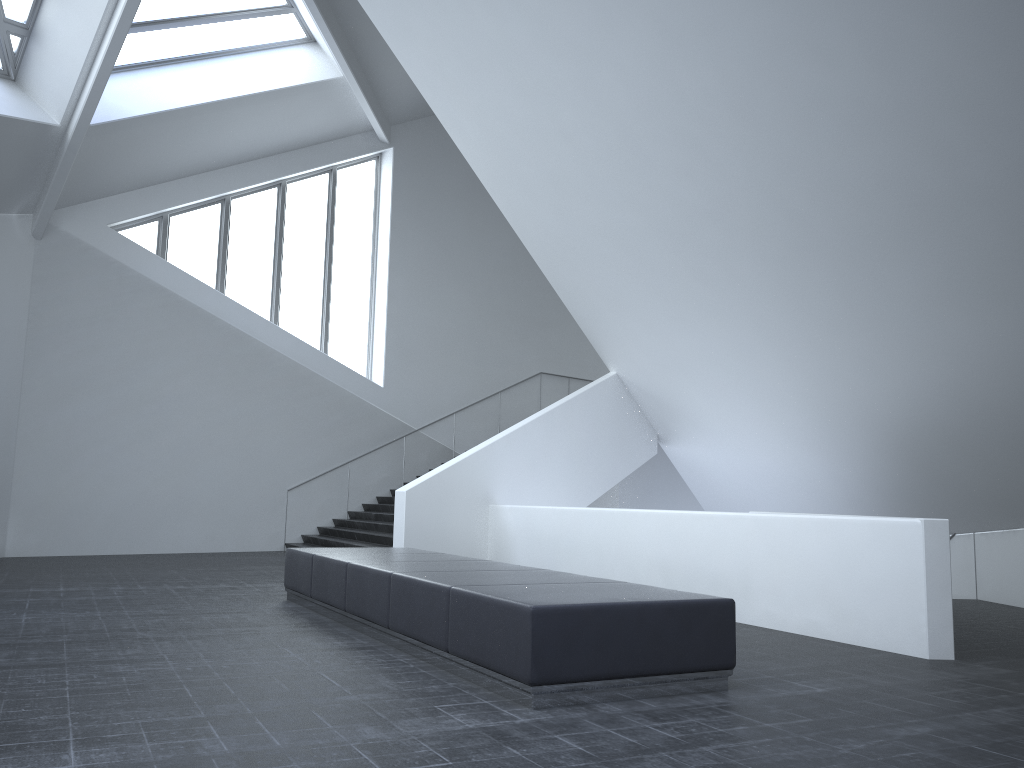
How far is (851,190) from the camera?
8.48m

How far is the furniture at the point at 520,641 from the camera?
5.0 meters

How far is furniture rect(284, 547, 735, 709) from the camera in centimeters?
505cm

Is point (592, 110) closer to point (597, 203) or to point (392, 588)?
point (597, 203)

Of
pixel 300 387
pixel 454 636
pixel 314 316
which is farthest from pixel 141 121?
pixel 454 636

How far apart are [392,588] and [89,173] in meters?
12.3

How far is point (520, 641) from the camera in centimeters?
505cm
